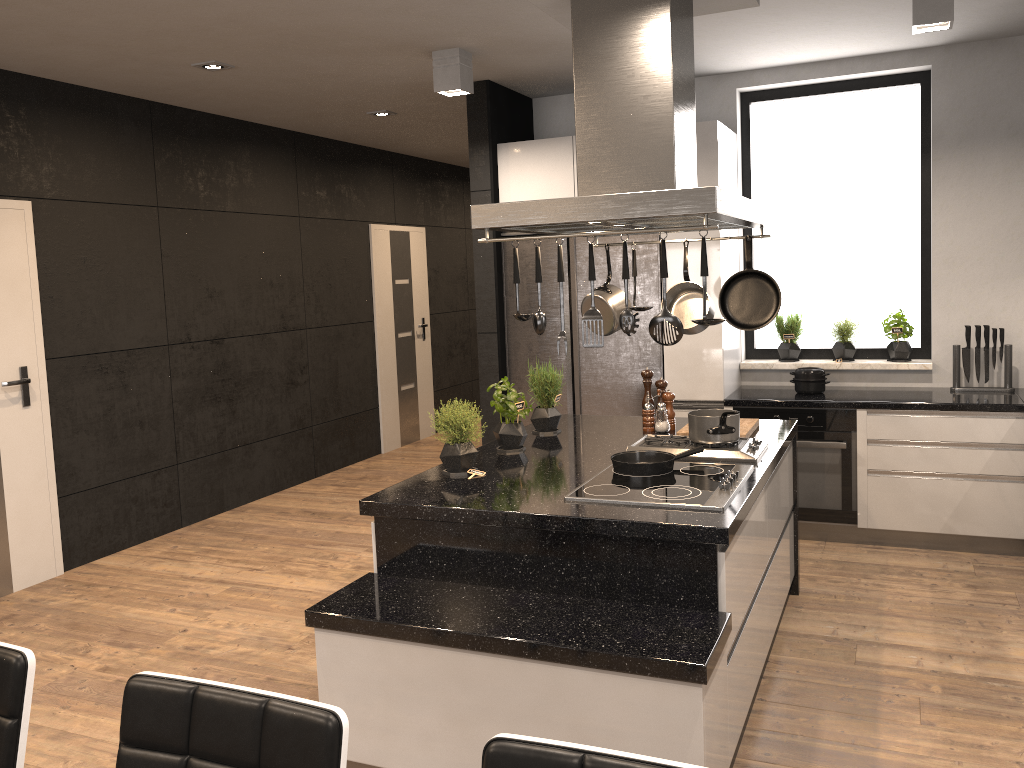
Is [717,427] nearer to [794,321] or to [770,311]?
[770,311]

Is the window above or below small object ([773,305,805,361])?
above

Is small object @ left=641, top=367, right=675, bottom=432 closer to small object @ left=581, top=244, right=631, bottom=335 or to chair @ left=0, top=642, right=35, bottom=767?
small object @ left=581, top=244, right=631, bottom=335

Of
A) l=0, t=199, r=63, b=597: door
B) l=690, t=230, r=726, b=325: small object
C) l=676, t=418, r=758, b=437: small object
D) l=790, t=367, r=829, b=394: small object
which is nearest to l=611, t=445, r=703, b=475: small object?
l=676, t=418, r=758, b=437: small object

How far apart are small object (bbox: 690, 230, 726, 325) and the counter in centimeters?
260cm

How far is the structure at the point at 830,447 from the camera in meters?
4.8

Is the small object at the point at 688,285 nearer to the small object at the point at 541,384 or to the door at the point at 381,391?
the small object at the point at 541,384

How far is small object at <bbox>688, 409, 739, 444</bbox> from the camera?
3.4 meters

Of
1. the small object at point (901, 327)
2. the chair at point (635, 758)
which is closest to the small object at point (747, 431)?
the small object at point (901, 327)

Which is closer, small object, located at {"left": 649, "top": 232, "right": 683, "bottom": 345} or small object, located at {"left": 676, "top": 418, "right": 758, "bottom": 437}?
small object, located at {"left": 649, "top": 232, "right": 683, "bottom": 345}
